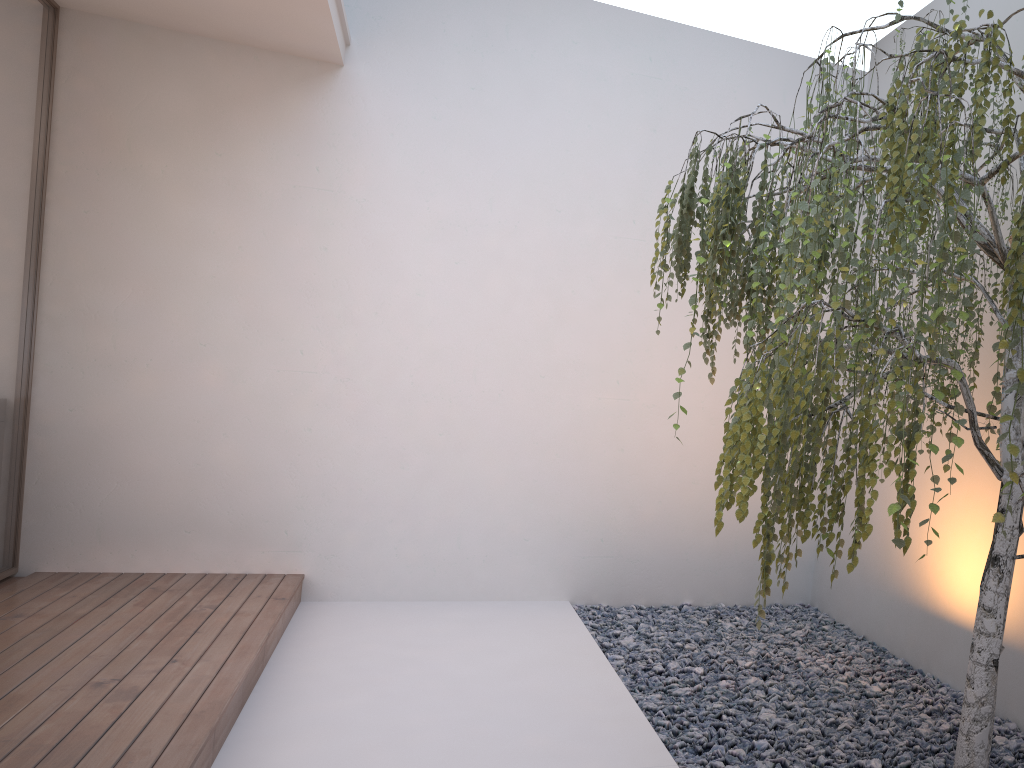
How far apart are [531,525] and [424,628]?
0.9 meters

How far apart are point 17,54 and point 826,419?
3.8m

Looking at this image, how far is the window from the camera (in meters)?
3.87

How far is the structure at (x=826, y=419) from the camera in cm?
177

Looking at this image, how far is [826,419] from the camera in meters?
1.8

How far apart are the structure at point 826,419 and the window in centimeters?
293cm

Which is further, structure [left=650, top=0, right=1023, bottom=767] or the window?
the window

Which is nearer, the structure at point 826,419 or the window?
the structure at point 826,419

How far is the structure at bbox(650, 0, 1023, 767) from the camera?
1.77m

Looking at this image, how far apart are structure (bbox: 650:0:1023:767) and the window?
2.93m
